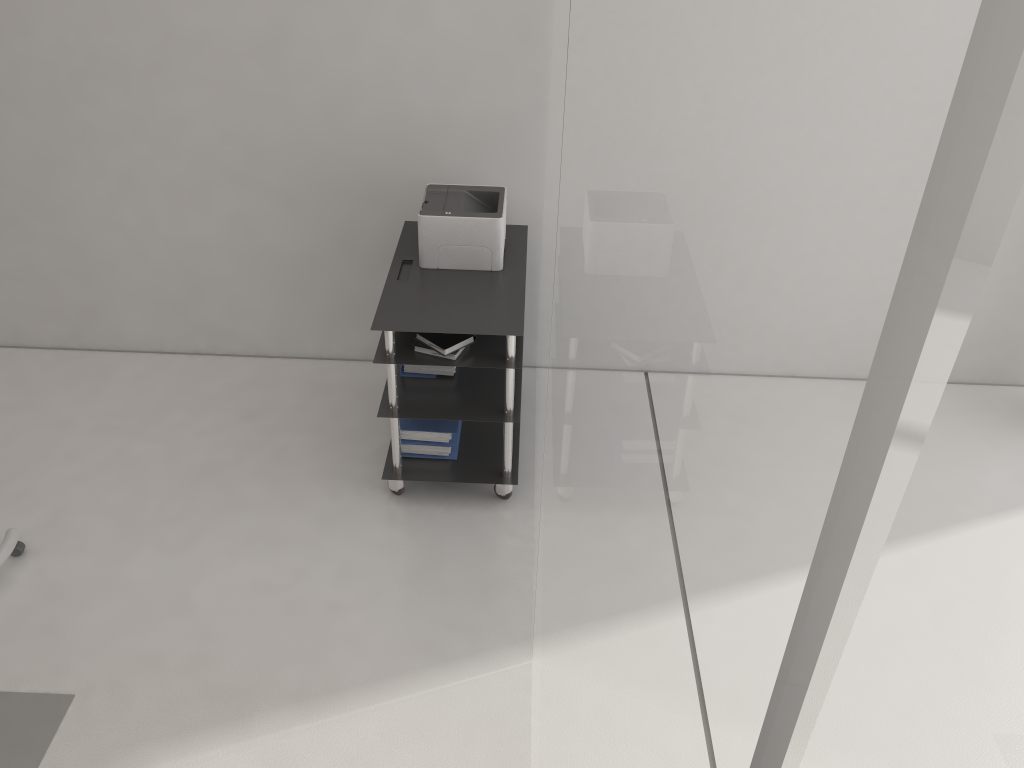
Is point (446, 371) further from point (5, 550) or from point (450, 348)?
point (5, 550)

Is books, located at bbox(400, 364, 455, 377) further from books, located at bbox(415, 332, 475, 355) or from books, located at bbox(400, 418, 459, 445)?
books, located at bbox(415, 332, 475, 355)

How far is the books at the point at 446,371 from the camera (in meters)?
3.72

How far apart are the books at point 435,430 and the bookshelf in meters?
0.1

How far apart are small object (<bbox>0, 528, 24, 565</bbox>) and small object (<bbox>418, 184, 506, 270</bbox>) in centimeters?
189cm

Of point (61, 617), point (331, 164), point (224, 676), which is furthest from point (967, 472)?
point (331, 164)

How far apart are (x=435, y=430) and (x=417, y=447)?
0.1 meters

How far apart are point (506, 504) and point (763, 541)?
3.5 meters

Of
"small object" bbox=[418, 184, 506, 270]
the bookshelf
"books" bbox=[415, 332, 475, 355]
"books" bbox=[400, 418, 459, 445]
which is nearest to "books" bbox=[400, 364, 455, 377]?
the bookshelf

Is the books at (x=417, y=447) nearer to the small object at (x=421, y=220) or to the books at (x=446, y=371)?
the books at (x=446, y=371)
